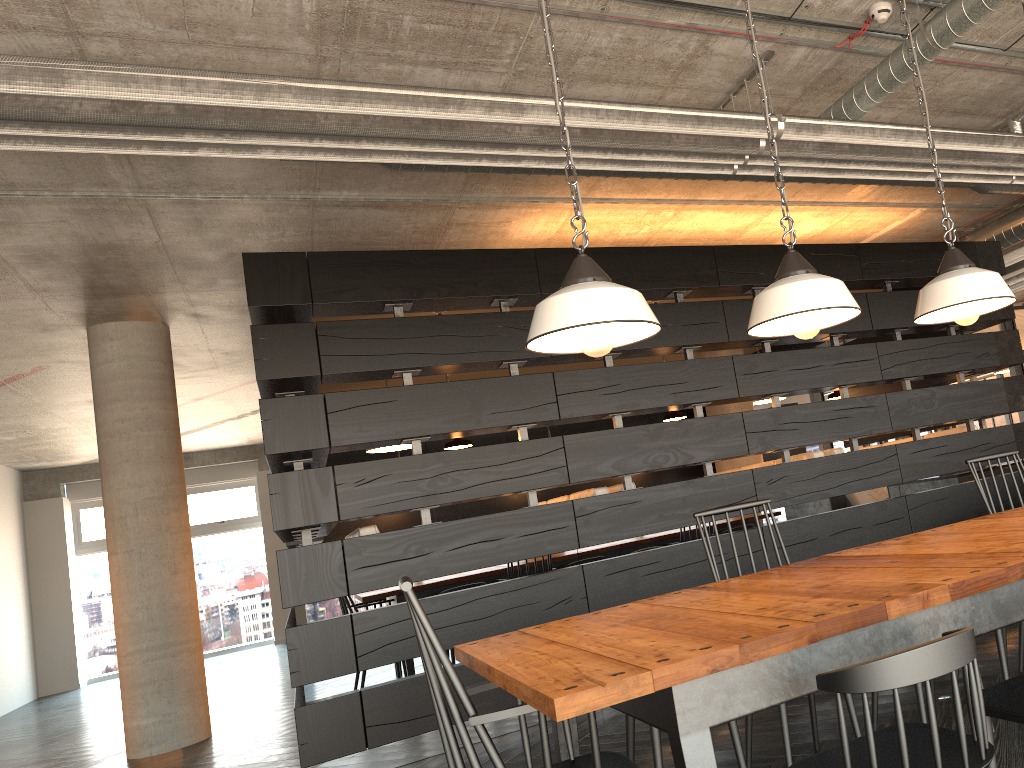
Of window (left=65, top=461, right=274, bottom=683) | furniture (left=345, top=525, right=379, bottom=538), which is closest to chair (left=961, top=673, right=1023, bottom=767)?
furniture (left=345, top=525, right=379, bottom=538)

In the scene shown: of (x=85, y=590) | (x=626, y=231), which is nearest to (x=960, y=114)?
(x=626, y=231)

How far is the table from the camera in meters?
1.6

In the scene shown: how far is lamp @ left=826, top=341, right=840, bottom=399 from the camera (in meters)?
6.86

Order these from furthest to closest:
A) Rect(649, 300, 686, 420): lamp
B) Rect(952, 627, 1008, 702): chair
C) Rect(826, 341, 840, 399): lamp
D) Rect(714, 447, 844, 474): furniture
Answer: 1. Rect(826, 341, 840, 399): lamp
2. Rect(649, 300, 686, 420): lamp
3. Rect(714, 447, 844, 474): furniture
4. Rect(952, 627, 1008, 702): chair

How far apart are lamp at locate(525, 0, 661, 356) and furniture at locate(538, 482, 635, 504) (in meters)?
3.07

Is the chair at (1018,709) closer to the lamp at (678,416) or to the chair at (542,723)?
the chair at (542,723)

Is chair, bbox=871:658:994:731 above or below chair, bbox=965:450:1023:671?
below

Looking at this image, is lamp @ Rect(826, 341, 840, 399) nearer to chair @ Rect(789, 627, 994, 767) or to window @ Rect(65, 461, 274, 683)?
chair @ Rect(789, 627, 994, 767)

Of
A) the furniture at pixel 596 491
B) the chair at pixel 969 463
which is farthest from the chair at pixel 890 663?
the furniture at pixel 596 491
